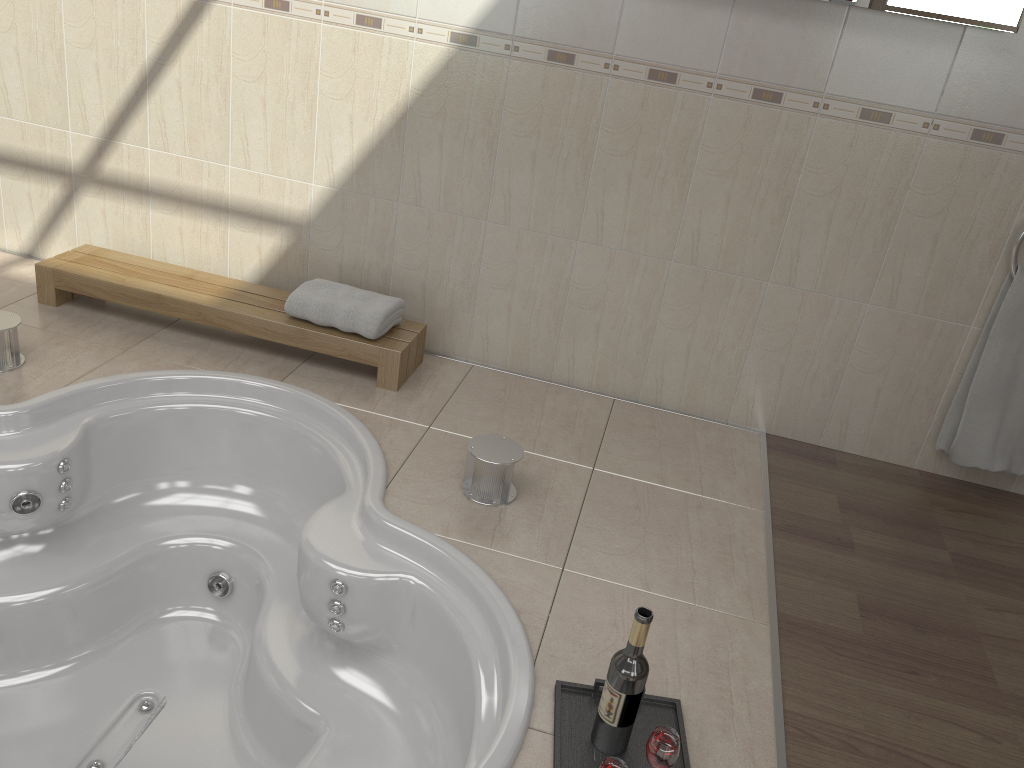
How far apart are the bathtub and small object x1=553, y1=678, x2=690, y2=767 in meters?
0.1 m

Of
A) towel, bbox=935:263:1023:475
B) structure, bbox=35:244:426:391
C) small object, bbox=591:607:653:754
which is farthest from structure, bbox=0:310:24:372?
towel, bbox=935:263:1023:475

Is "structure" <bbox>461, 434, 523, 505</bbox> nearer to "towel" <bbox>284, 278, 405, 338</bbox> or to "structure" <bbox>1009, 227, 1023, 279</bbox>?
"towel" <bbox>284, 278, 405, 338</bbox>

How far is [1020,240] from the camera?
2.49m

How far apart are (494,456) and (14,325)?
1.44m

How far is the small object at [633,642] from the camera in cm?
154

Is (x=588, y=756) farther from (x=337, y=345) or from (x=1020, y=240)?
(x=1020, y=240)

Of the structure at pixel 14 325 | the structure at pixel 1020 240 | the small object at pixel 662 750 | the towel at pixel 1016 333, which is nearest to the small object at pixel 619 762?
the small object at pixel 662 750

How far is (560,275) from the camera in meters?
2.9

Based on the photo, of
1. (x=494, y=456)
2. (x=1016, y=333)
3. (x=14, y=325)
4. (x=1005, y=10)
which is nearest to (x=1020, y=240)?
(x=1016, y=333)
